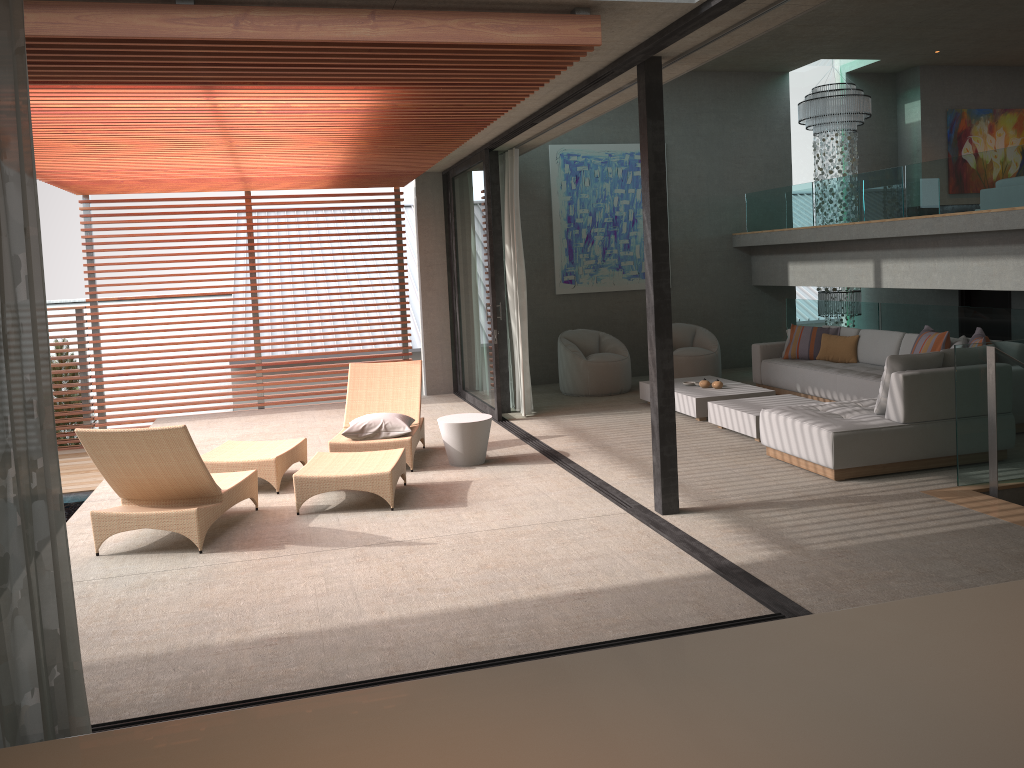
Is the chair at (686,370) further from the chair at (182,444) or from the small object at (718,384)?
the chair at (182,444)

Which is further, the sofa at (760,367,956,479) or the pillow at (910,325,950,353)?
the pillow at (910,325,950,353)

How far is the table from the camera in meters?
7.5

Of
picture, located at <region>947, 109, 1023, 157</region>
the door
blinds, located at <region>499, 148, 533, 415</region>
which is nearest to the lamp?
picture, located at <region>947, 109, 1023, 157</region>

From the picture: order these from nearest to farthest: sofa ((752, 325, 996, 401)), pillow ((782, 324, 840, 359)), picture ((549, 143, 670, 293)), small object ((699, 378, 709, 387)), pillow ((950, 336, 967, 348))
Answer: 1. pillow ((950, 336, 967, 348))
2. sofa ((752, 325, 996, 401))
3. small object ((699, 378, 709, 387))
4. pillow ((782, 324, 840, 359))
5. picture ((549, 143, 670, 293))

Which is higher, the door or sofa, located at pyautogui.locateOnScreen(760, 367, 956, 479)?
the door

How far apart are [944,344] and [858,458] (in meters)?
2.53

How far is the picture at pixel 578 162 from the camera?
12.00m

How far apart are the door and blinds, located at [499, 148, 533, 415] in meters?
5.8

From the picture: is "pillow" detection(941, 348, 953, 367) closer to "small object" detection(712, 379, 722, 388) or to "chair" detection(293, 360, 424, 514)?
"small object" detection(712, 379, 722, 388)
